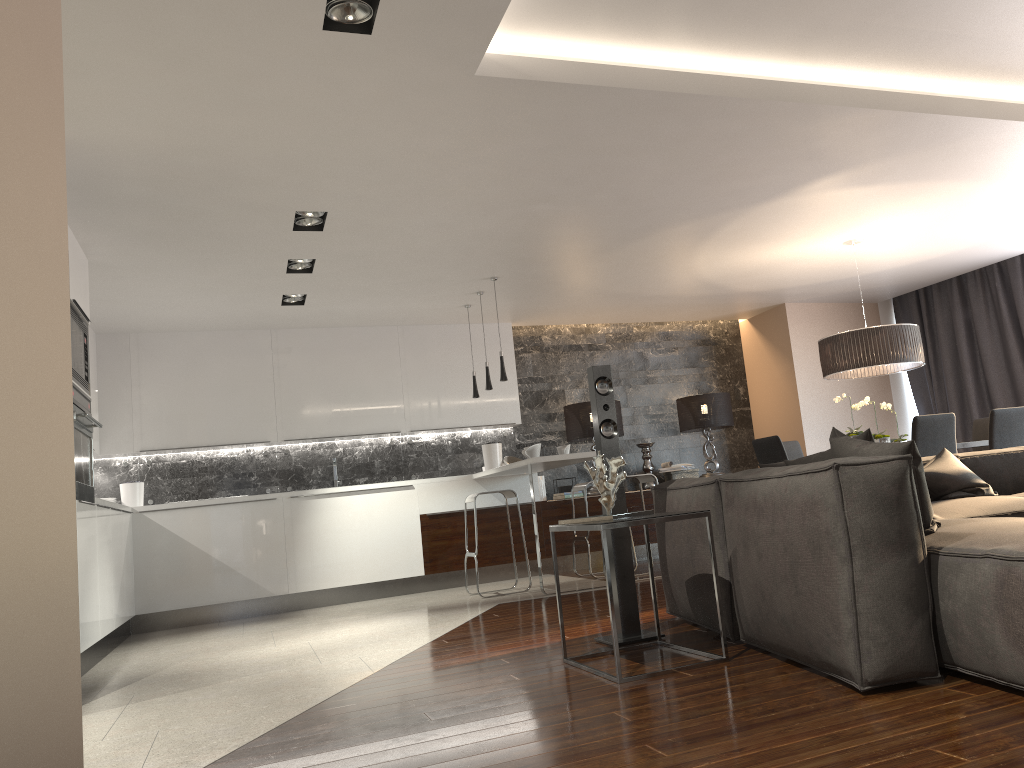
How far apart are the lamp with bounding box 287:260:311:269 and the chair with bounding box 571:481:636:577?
2.95m

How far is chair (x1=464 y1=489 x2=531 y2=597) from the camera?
7.0m

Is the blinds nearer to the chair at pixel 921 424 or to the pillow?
the chair at pixel 921 424

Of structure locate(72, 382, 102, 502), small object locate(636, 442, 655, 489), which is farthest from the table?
small object locate(636, 442, 655, 489)

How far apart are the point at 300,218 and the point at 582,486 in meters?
3.4 m

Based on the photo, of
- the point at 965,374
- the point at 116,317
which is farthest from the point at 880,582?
the point at 965,374

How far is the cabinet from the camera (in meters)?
7.30

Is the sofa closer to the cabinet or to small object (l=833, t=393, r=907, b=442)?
small object (l=833, t=393, r=907, b=442)

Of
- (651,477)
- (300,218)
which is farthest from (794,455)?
(300,218)

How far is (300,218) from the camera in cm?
550
